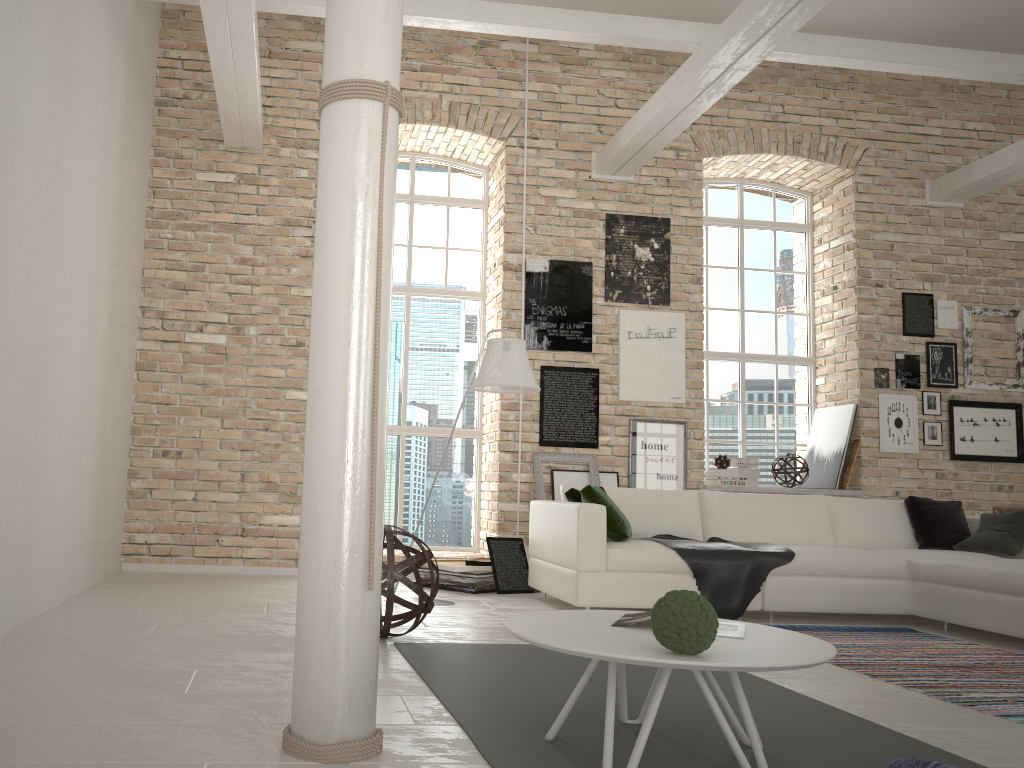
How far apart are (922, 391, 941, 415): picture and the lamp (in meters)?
4.34

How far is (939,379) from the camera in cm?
787

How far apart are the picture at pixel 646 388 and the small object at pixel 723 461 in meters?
0.7

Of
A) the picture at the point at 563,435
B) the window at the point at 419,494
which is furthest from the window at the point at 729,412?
the window at the point at 419,494

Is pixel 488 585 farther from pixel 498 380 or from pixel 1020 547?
pixel 1020 547

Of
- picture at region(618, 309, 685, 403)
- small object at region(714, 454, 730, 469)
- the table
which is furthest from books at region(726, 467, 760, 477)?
the table

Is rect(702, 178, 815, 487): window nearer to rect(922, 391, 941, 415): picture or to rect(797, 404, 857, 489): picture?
rect(797, 404, 857, 489): picture

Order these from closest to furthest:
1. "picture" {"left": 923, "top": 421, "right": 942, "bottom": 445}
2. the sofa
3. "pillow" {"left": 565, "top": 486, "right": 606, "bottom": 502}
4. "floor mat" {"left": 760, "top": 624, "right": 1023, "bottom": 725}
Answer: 1. "floor mat" {"left": 760, "top": 624, "right": 1023, "bottom": 725}
2. the sofa
3. "pillow" {"left": 565, "top": 486, "right": 606, "bottom": 502}
4. "picture" {"left": 923, "top": 421, "right": 942, "bottom": 445}

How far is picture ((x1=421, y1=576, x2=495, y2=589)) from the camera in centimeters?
615cm

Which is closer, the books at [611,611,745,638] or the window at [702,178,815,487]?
the books at [611,611,745,638]
